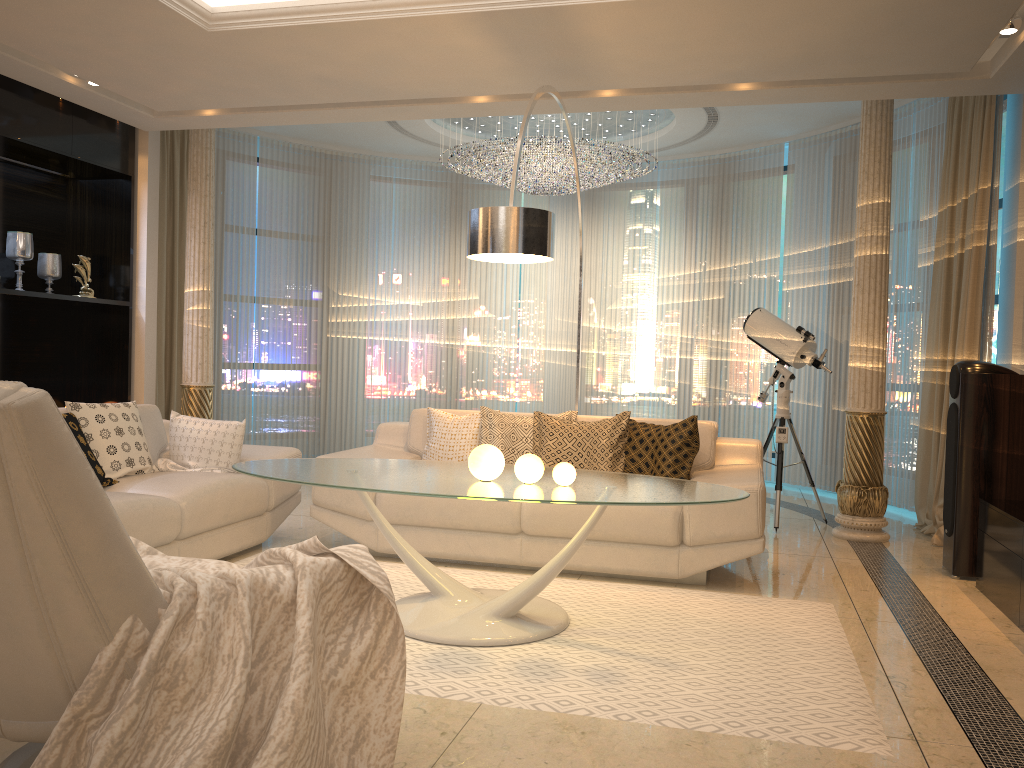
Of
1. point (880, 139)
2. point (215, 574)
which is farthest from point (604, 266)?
point (215, 574)

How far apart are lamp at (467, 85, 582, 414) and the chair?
2.3m

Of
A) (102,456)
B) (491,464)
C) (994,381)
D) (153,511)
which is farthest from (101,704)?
(994,381)

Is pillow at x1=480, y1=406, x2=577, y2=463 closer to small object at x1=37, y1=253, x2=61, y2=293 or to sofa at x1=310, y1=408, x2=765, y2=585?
sofa at x1=310, y1=408, x2=765, y2=585

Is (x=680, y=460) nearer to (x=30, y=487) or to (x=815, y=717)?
(x=815, y=717)

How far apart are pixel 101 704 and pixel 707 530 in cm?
296

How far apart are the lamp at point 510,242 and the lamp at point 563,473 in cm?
98

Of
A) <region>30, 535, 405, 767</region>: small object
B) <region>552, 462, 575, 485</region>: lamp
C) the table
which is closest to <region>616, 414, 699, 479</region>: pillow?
the table

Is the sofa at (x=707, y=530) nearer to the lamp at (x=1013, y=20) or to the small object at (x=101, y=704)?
the small object at (x=101, y=704)

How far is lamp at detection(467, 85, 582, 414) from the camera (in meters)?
3.79
